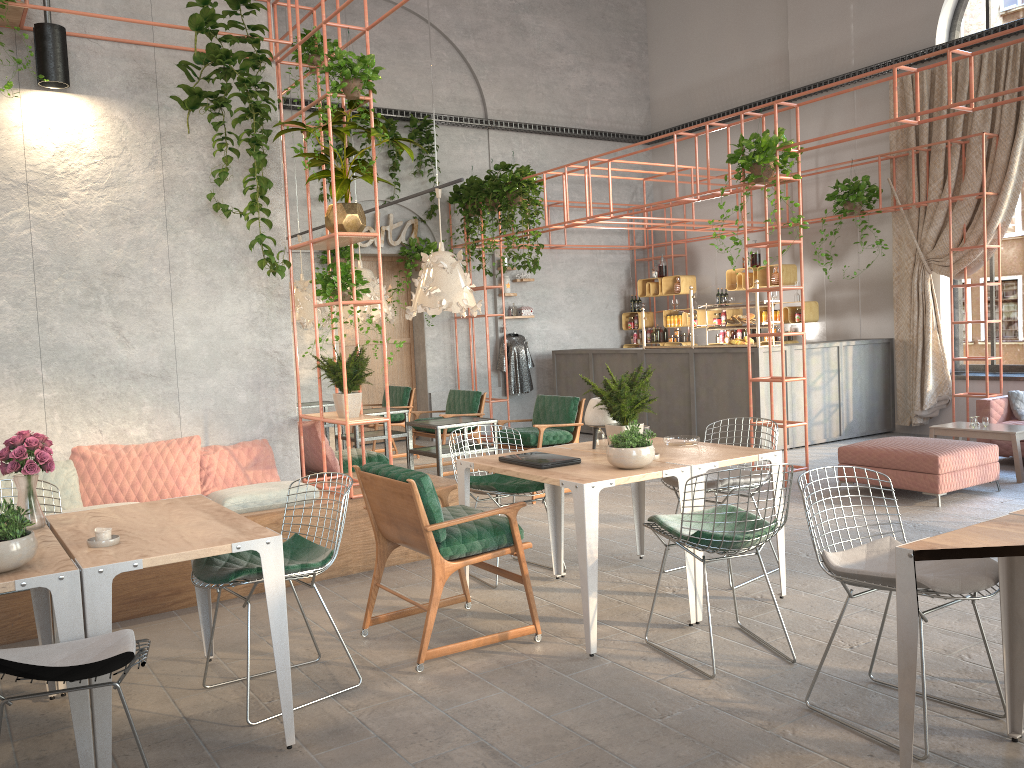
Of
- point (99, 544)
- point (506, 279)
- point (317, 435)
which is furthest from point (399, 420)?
point (99, 544)

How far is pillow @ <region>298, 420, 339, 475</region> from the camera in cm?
675

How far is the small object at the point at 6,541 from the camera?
2.9m

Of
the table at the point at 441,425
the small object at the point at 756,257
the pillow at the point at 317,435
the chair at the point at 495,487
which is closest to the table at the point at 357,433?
the table at the point at 441,425

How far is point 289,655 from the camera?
3.38m

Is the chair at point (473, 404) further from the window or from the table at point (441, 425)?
the window

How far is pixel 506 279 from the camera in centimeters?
1348cm

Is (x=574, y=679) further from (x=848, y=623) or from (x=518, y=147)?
(x=518, y=147)

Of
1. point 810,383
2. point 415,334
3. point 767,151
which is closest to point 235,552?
point 767,151

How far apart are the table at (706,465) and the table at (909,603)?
1.6m
